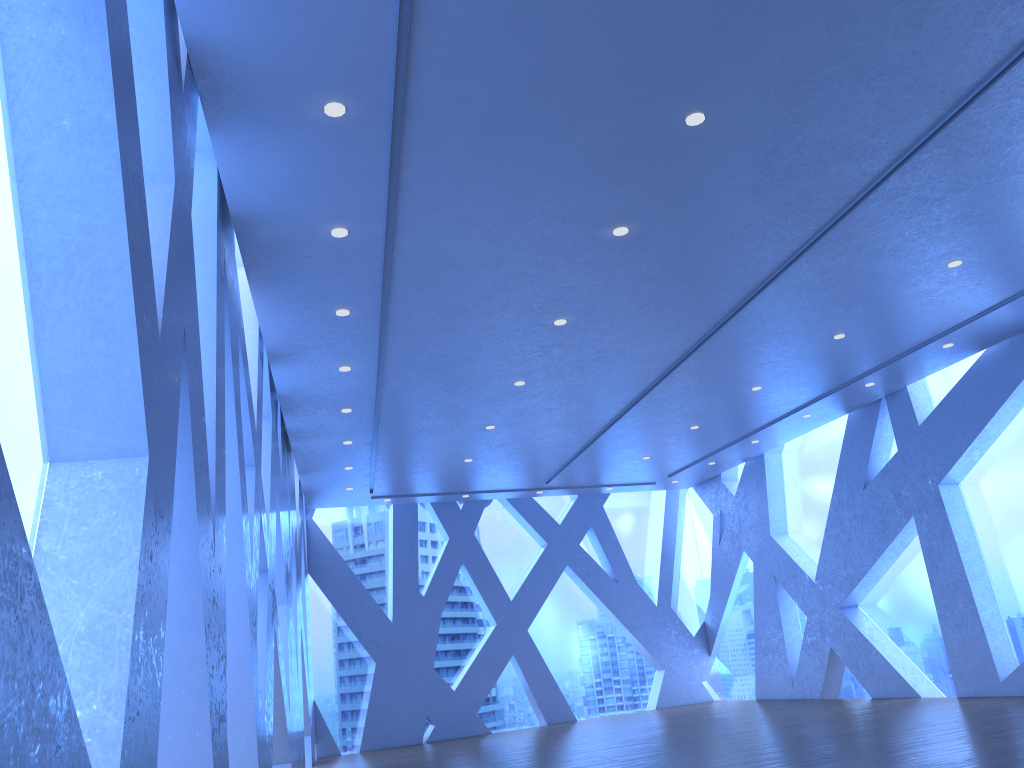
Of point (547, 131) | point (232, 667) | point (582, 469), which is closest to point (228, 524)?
point (232, 667)
